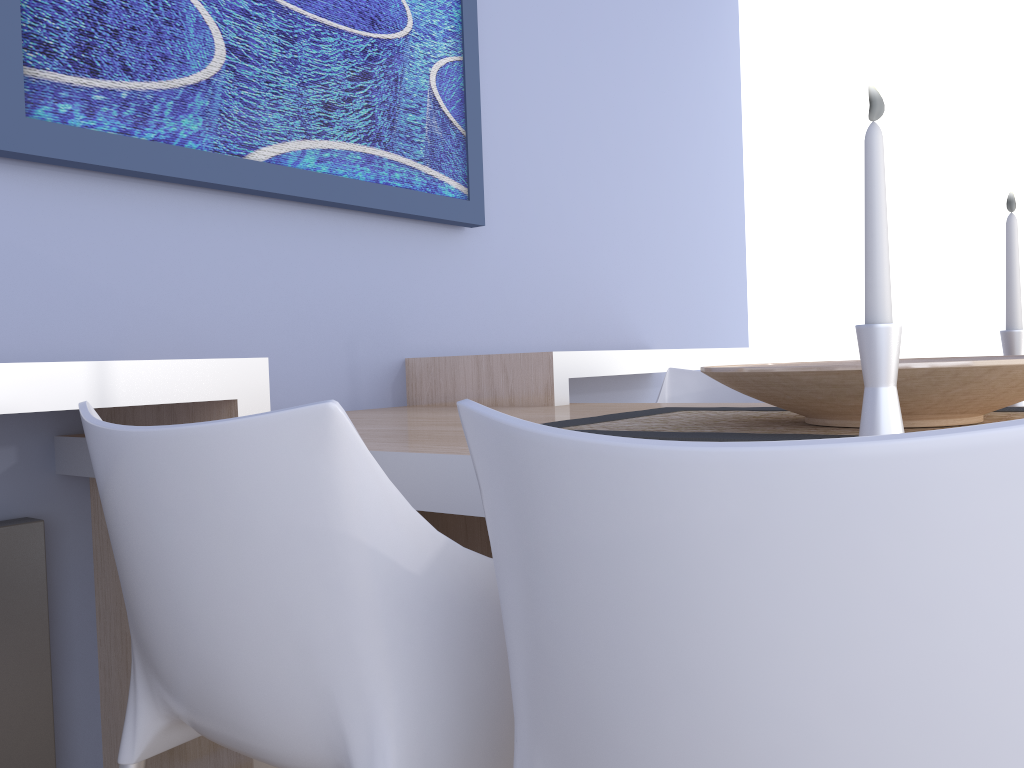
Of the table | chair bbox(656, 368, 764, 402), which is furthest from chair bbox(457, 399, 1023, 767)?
chair bbox(656, 368, 764, 402)

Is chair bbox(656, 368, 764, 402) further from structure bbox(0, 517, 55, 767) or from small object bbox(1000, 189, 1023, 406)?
structure bbox(0, 517, 55, 767)

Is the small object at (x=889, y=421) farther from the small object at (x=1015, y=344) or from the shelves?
the shelves

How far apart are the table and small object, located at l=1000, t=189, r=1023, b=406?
0.7 meters

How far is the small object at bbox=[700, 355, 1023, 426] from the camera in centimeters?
95cm

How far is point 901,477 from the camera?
0.4 meters

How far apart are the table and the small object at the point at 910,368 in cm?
34

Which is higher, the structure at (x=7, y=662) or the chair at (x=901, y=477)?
the chair at (x=901, y=477)

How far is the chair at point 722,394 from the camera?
2.2m

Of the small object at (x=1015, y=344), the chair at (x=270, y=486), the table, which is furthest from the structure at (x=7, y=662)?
the small object at (x=1015, y=344)
